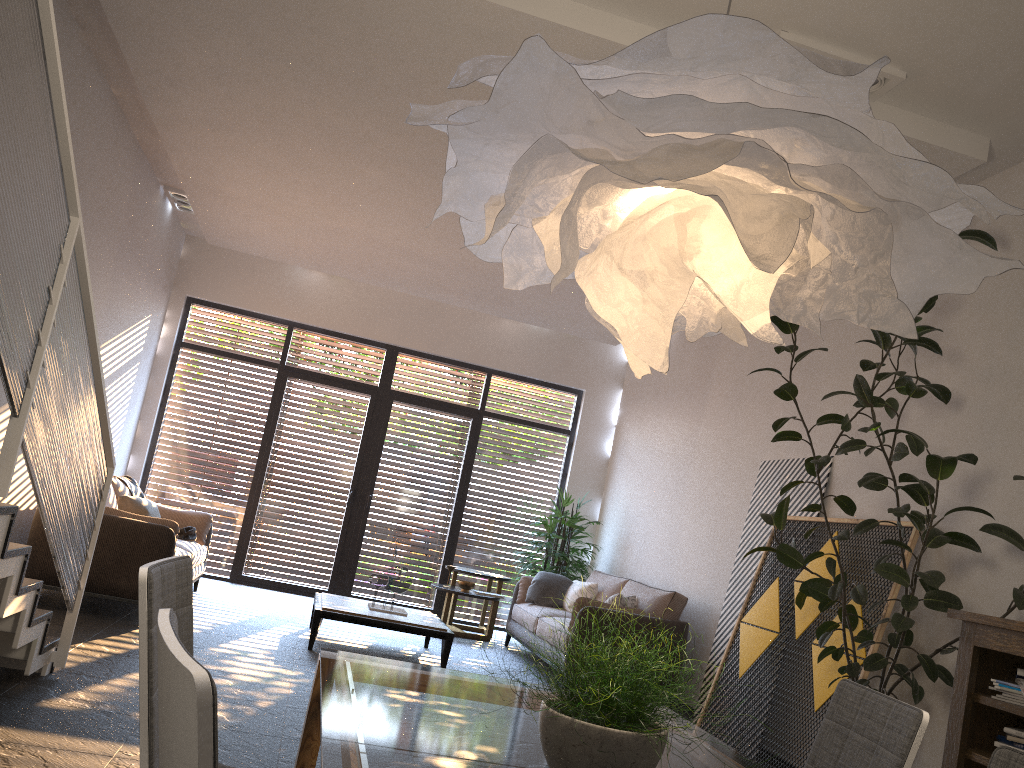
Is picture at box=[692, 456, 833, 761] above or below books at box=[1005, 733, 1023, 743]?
above

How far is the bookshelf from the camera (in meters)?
3.50

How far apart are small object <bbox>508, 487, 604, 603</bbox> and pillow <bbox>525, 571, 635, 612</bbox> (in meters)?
0.45

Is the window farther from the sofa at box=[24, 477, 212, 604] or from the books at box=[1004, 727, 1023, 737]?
the books at box=[1004, 727, 1023, 737]

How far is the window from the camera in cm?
954

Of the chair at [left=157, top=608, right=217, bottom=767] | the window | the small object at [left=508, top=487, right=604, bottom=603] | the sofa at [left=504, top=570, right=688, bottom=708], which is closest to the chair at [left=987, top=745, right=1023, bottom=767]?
the chair at [left=157, top=608, right=217, bottom=767]

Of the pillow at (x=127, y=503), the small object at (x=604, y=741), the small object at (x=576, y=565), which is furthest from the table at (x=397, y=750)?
the small object at (x=576, y=565)

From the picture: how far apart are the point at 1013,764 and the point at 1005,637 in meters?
2.3

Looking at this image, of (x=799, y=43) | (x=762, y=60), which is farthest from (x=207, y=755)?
(x=799, y=43)

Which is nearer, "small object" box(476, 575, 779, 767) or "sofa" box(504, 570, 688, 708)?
"small object" box(476, 575, 779, 767)
